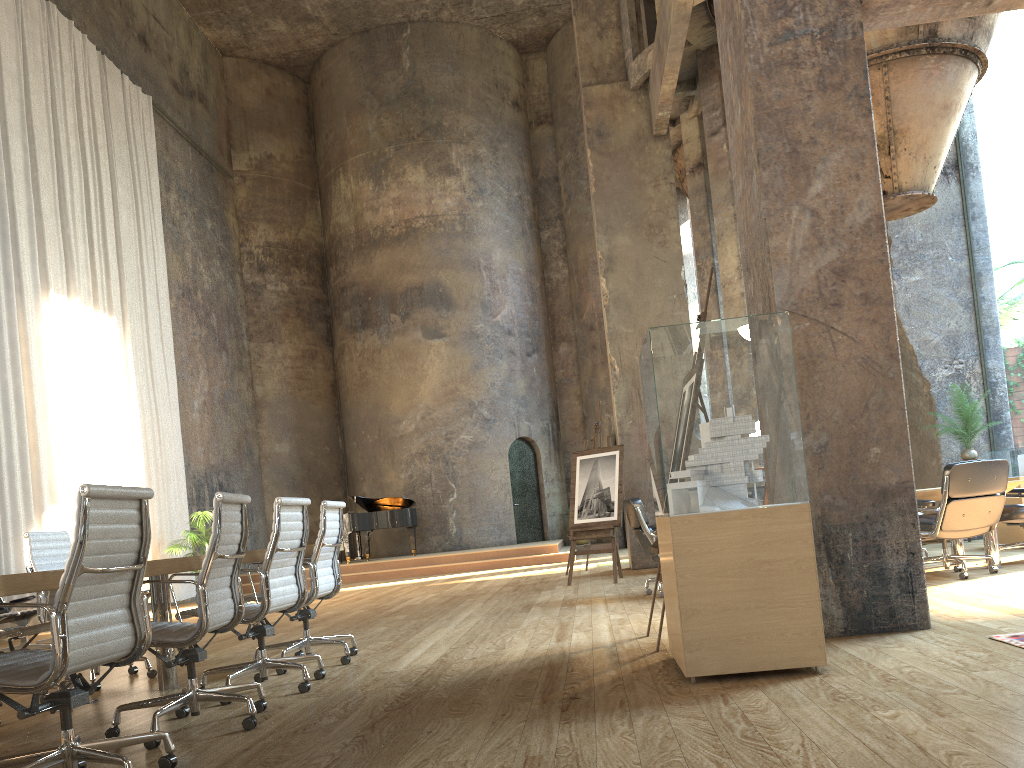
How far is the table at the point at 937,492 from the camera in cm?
707

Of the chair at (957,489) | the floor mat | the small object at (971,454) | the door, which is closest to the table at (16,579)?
the floor mat

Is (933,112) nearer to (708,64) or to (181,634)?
(708,64)

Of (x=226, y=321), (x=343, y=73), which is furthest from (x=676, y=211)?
(x=343, y=73)

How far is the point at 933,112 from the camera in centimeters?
895cm

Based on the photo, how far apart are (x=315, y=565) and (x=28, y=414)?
7.4 meters

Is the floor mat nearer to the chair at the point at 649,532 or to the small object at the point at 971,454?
the chair at the point at 649,532

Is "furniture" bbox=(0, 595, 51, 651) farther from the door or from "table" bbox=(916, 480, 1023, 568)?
the door

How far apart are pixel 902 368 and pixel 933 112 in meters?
3.6 m

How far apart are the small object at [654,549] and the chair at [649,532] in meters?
2.2
